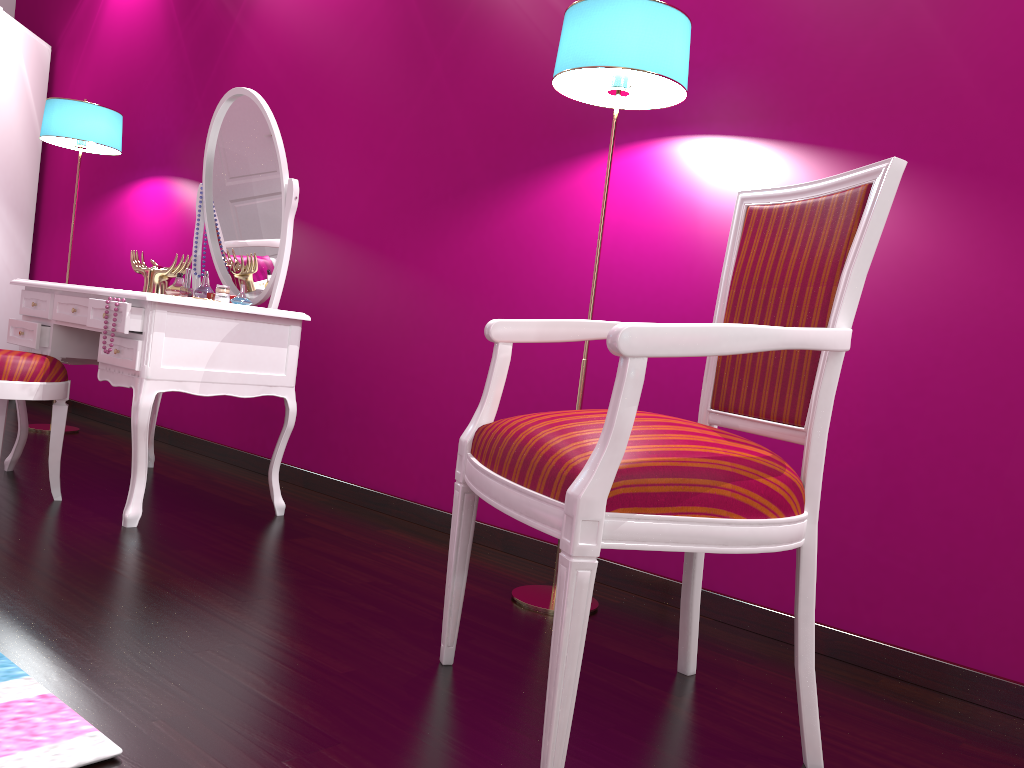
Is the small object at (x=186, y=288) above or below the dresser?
below

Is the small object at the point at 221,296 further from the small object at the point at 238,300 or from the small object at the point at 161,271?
the small object at the point at 161,271

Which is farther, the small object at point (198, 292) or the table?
the small object at point (198, 292)

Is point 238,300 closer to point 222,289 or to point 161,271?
point 222,289

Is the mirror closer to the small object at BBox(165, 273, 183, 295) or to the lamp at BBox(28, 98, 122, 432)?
the small object at BBox(165, 273, 183, 295)

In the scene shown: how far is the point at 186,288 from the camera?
2.8 meters

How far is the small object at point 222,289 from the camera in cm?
262

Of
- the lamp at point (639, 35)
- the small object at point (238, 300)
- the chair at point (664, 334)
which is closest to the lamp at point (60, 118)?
the small object at point (238, 300)

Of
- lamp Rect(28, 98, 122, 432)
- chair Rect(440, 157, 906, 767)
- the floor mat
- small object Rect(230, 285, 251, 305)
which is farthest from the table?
chair Rect(440, 157, 906, 767)

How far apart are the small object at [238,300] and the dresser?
2.5m
